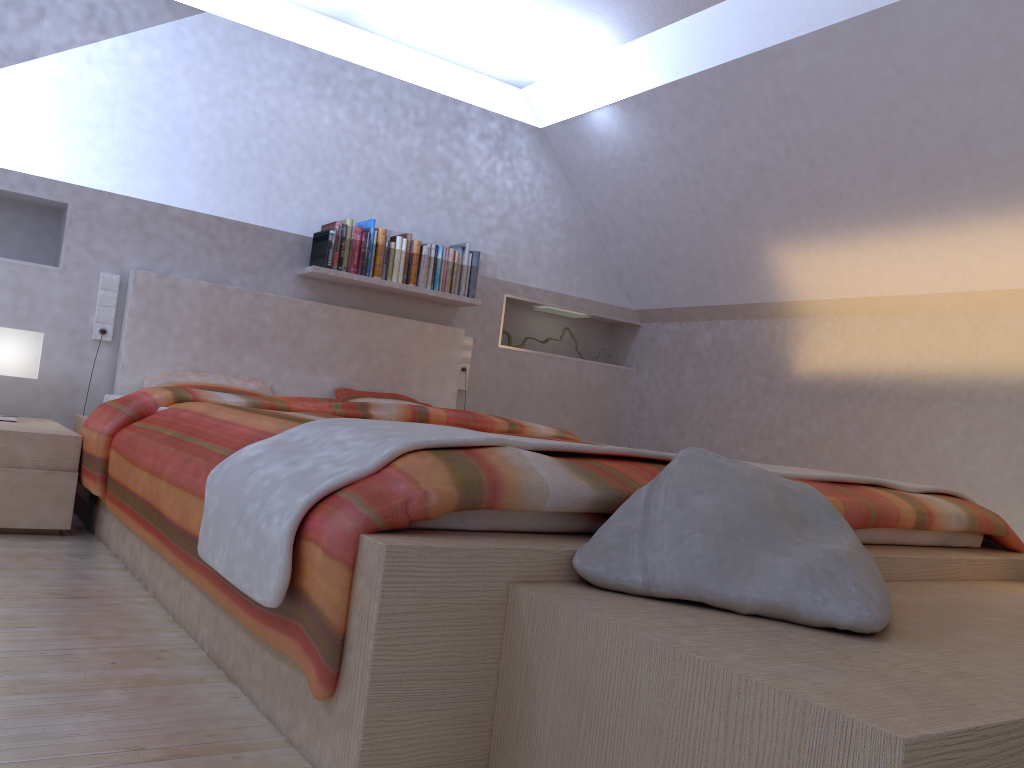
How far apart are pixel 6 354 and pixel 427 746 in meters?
2.6

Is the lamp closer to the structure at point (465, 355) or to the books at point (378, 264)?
the books at point (378, 264)

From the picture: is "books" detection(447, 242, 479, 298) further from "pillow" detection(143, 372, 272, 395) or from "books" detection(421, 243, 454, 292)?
"pillow" detection(143, 372, 272, 395)

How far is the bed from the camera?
1.26m

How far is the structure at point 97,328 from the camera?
3.8m

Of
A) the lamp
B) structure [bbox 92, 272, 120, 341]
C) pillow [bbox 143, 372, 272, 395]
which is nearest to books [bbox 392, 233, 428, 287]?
pillow [bbox 143, 372, 272, 395]

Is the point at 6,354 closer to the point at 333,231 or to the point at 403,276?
the point at 333,231

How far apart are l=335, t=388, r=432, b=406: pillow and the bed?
0.1m

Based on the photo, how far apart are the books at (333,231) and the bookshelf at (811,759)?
2.97m

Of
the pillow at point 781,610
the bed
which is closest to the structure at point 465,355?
the bed
